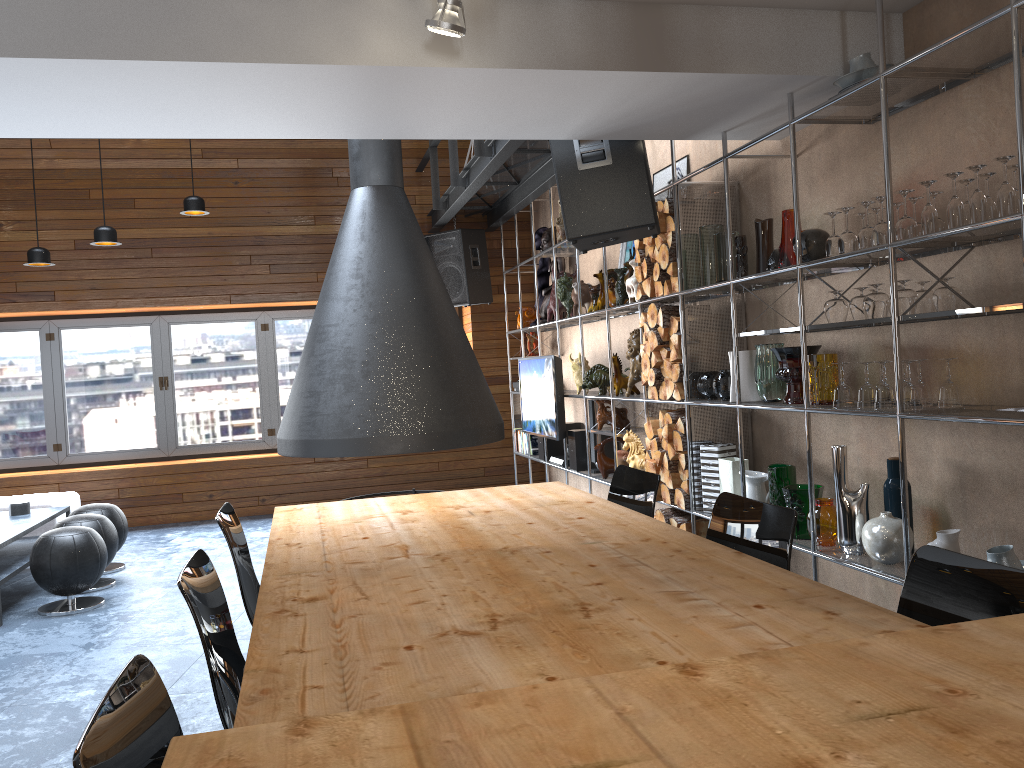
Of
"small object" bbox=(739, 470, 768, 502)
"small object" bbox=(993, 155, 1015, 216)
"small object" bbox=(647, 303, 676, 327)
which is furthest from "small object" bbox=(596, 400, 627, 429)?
"small object" bbox=(993, 155, 1015, 216)

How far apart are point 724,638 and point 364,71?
2.2 meters

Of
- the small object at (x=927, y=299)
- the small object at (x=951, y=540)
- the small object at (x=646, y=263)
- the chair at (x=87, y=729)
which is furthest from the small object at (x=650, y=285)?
the chair at (x=87, y=729)

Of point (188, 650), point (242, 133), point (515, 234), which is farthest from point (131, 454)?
point (242, 133)

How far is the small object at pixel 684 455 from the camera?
4.7m

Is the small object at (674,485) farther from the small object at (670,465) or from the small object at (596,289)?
the small object at (596,289)

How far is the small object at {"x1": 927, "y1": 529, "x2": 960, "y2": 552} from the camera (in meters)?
3.10

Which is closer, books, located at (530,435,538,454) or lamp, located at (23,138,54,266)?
lamp, located at (23,138,54,266)

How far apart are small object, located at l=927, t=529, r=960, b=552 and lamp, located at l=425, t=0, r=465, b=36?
2.3m

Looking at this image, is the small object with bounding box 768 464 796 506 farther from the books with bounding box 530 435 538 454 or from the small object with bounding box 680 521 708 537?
the books with bounding box 530 435 538 454
